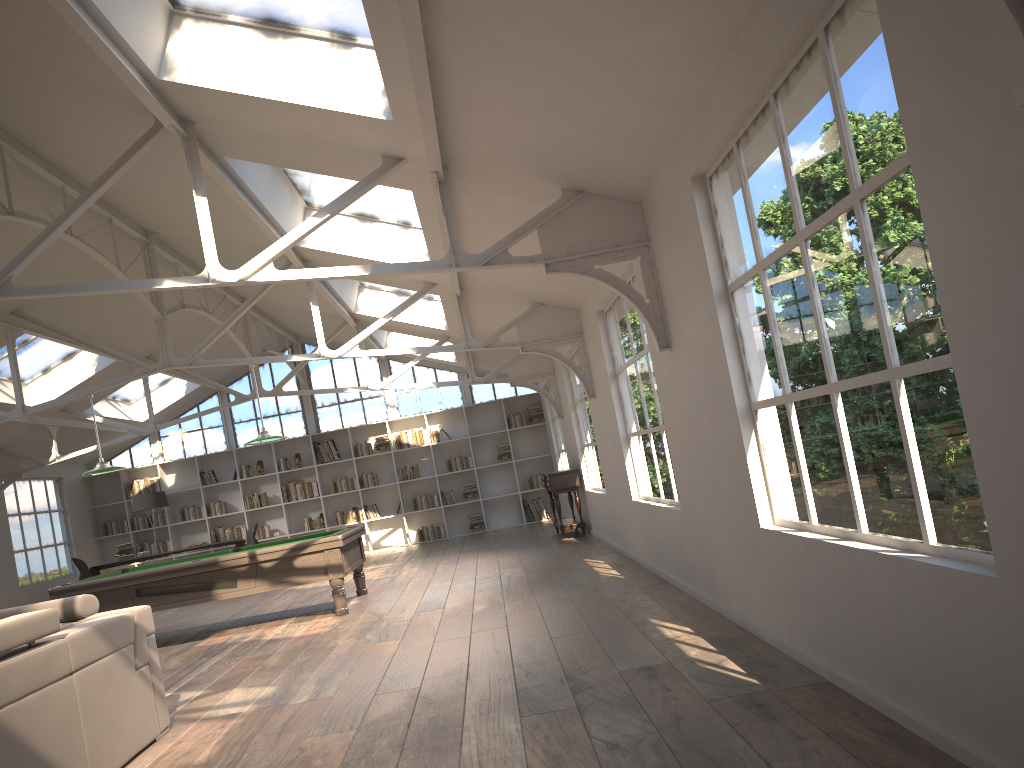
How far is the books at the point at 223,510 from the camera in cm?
1594

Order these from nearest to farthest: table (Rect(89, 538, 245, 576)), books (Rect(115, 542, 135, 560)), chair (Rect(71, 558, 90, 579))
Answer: chair (Rect(71, 558, 90, 579)) < table (Rect(89, 538, 245, 576)) < books (Rect(115, 542, 135, 560))

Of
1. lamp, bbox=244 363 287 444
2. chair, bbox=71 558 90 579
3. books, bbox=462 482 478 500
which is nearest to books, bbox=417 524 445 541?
books, bbox=462 482 478 500

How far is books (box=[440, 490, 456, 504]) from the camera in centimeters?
1603cm

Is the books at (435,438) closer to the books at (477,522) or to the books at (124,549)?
the books at (477,522)

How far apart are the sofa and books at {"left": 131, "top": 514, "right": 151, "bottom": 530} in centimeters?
1200cm

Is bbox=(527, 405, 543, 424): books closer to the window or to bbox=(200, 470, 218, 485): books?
the window

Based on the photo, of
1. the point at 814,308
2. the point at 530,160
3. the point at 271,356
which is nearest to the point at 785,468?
the point at 814,308

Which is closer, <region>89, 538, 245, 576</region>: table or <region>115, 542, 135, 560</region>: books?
<region>89, 538, 245, 576</region>: table

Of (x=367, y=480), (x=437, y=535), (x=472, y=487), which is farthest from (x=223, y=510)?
(x=472, y=487)
